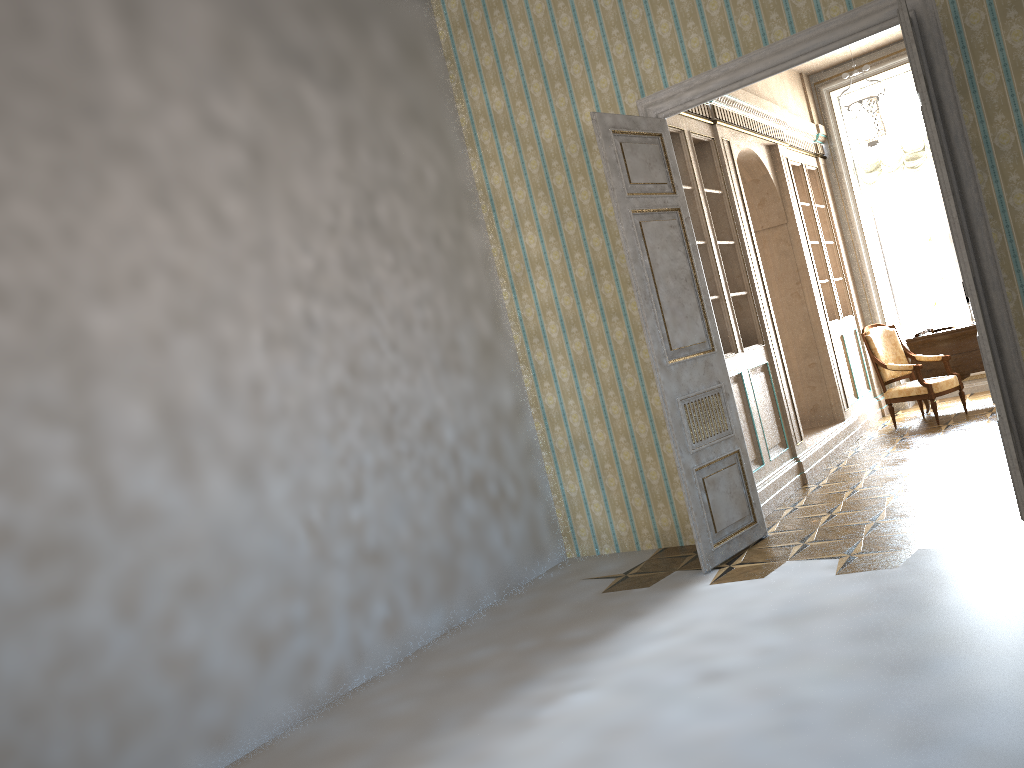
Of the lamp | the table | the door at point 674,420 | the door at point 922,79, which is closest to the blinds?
the lamp

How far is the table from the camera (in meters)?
8.57

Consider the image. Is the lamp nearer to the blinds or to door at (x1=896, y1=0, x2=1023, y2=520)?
the blinds

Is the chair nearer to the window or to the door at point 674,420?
the window

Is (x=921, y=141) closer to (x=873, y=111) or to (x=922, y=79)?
(x=873, y=111)

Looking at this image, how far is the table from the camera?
8.6 meters

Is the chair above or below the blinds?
below

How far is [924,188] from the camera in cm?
990

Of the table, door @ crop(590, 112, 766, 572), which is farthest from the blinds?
door @ crop(590, 112, 766, 572)

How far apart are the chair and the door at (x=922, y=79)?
4.3 meters
